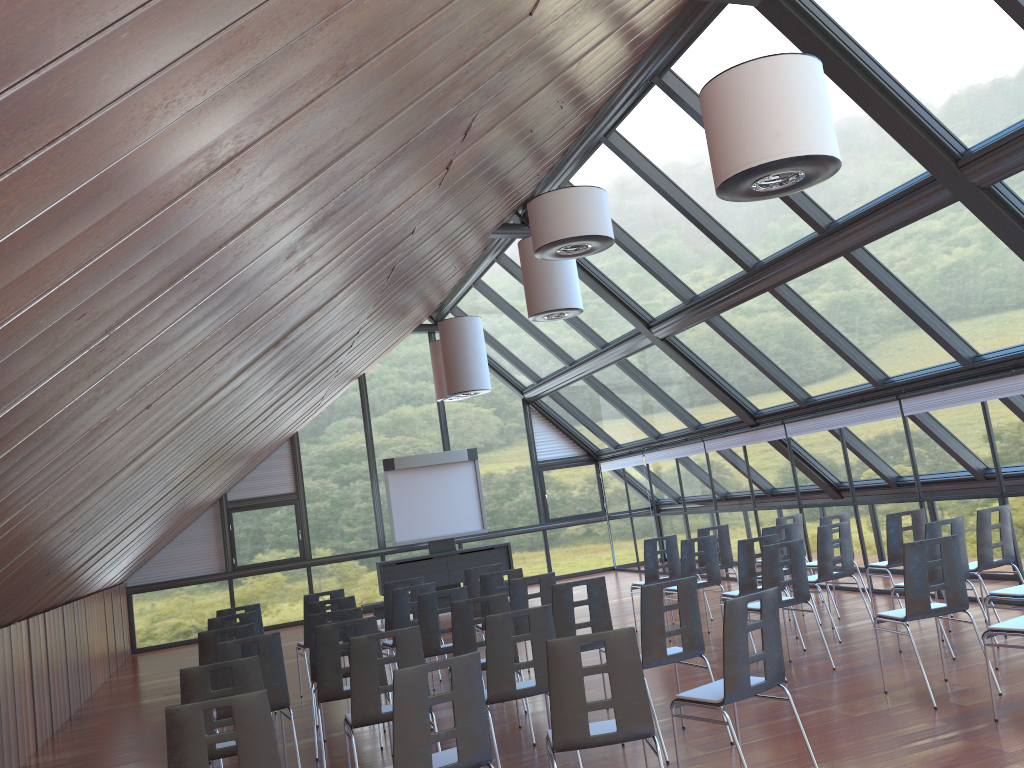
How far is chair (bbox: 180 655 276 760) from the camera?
5.4 meters

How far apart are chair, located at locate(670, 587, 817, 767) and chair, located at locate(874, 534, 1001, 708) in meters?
1.9 m

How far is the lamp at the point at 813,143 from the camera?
4.6 meters

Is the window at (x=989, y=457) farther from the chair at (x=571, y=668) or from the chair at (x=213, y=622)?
the chair at (x=213, y=622)

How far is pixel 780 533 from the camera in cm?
1178

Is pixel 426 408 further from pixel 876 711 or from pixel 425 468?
pixel 876 711

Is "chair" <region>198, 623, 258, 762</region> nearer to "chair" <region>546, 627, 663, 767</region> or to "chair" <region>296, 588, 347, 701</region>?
"chair" <region>296, 588, 347, 701</region>

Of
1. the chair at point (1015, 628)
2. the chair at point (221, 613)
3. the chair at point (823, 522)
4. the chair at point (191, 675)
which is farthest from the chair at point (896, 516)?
the chair at point (191, 675)

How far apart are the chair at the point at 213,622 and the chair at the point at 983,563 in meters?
7.1

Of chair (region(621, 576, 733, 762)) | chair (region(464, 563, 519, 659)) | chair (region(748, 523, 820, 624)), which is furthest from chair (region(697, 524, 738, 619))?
chair (region(621, 576, 733, 762))
